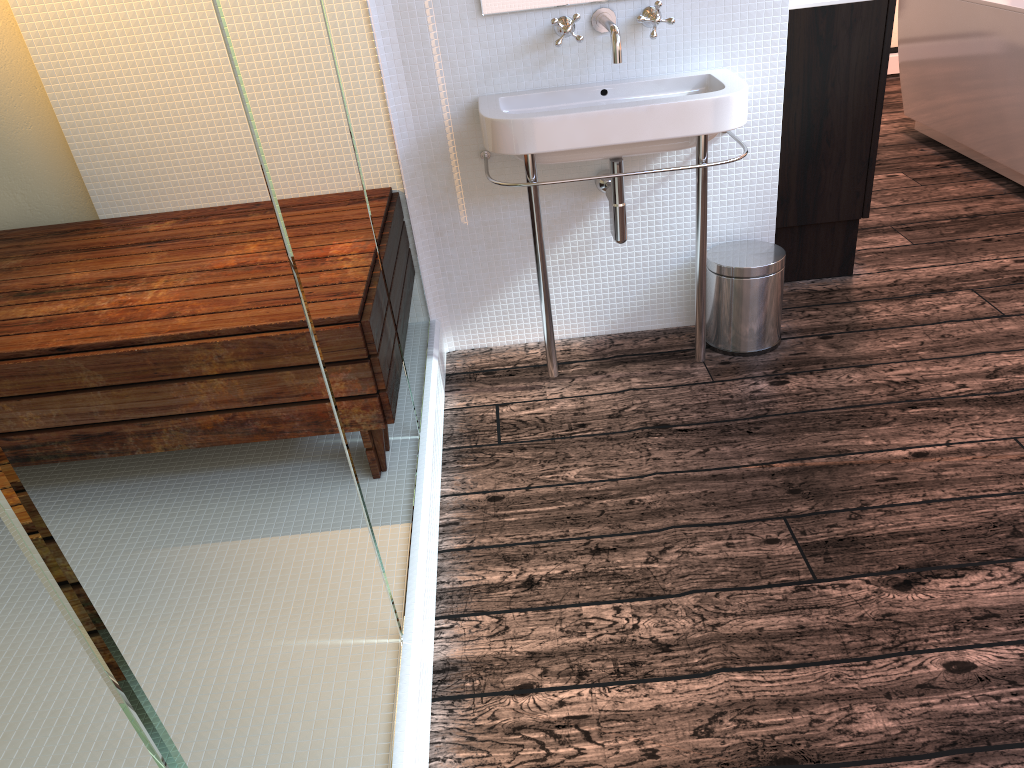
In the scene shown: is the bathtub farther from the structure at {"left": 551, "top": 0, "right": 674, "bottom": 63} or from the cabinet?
the structure at {"left": 551, "top": 0, "right": 674, "bottom": 63}

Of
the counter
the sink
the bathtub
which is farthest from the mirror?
the bathtub

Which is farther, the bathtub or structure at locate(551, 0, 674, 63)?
the bathtub

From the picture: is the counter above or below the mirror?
Answer: below

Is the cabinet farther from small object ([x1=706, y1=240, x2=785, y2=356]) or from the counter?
small object ([x1=706, y1=240, x2=785, y2=356])

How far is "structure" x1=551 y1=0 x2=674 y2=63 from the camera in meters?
2.1

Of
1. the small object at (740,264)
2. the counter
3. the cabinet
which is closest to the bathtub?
the cabinet

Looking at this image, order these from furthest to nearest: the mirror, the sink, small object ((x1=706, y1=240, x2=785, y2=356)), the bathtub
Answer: the bathtub → small object ((x1=706, y1=240, x2=785, y2=356)) → the mirror → the sink

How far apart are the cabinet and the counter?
0.0m

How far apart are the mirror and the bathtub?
2.07m
